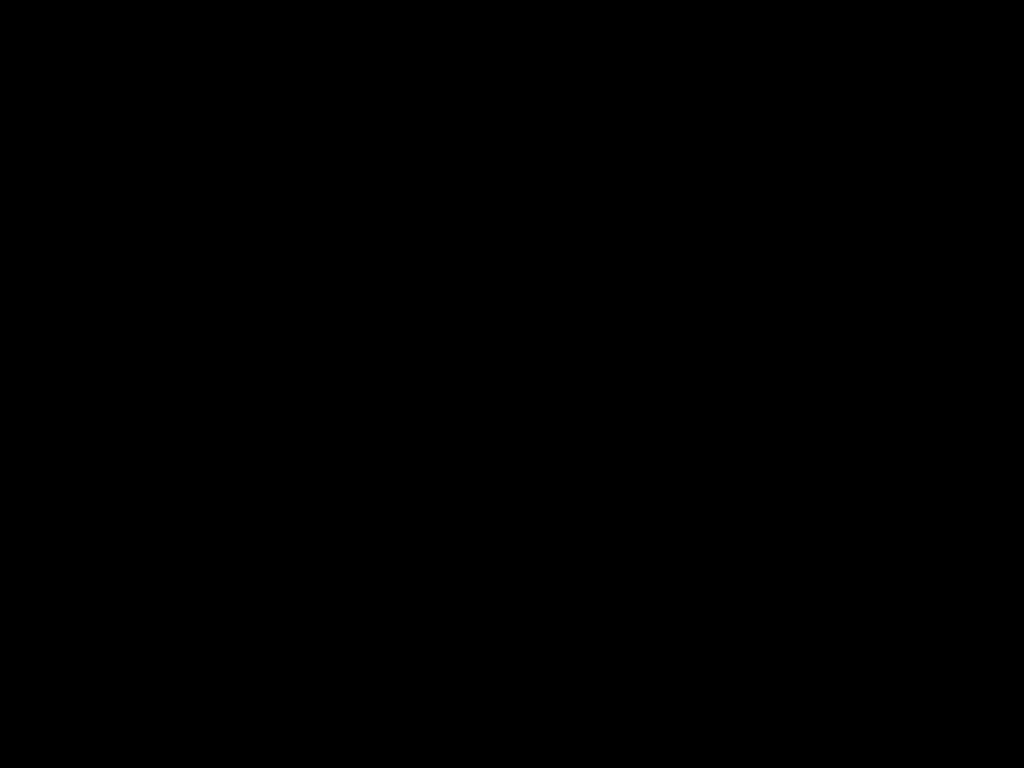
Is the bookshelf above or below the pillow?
below

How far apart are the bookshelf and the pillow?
0.04m

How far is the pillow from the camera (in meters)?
2.06

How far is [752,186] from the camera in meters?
2.1

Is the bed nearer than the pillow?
Yes

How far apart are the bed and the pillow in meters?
0.0 m

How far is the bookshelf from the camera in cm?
209

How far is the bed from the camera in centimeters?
39cm

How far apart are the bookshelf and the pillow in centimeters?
4cm

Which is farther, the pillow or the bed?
the pillow
